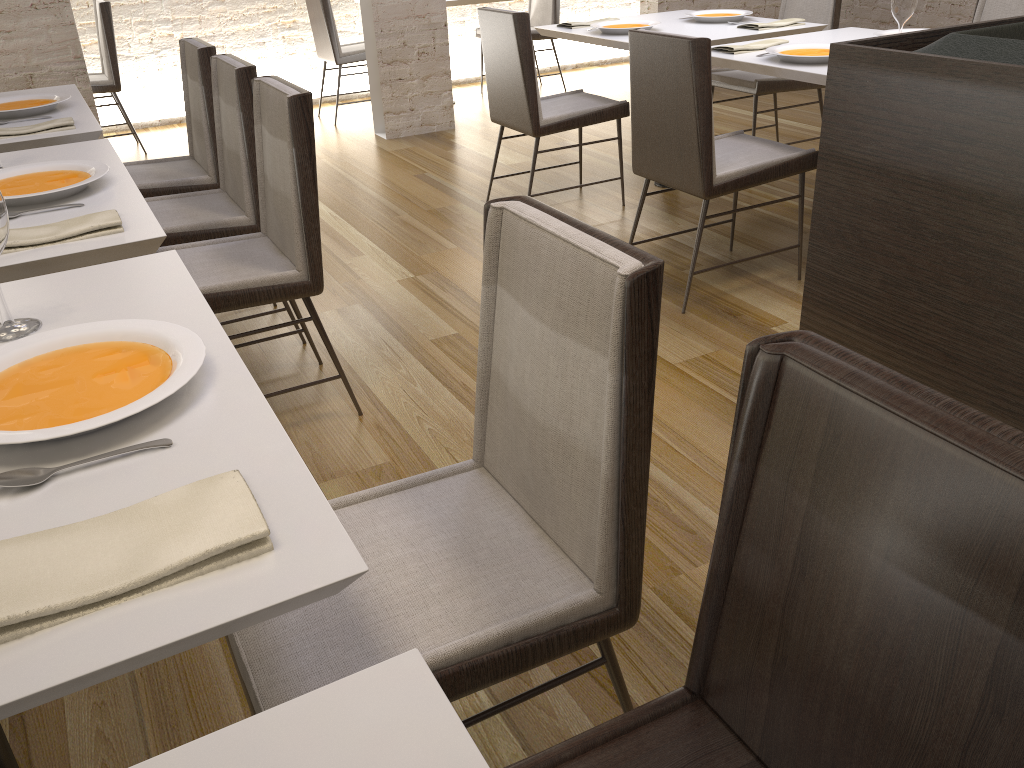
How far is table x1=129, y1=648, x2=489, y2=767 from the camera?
0.6m

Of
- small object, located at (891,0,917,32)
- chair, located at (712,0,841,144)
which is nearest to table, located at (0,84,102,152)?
small object, located at (891,0,917,32)

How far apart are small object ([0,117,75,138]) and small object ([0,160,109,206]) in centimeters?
58cm

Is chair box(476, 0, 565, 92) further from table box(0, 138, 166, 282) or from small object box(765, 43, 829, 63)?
table box(0, 138, 166, 282)

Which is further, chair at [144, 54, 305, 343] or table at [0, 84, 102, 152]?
chair at [144, 54, 305, 343]

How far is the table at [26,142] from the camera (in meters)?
2.48

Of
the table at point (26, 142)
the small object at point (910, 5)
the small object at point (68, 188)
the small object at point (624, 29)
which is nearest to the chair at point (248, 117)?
the table at point (26, 142)

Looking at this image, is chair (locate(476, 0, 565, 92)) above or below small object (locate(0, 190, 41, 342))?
below

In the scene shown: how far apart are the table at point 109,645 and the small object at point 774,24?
3.1 meters

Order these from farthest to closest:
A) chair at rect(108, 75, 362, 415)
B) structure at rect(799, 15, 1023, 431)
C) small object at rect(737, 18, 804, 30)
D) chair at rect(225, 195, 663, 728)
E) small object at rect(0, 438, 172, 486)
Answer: small object at rect(737, 18, 804, 30), chair at rect(108, 75, 362, 415), structure at rect(799, 15, 1023, 431), chair at rect(225, 195, 663, 728), small object at rect(0, 438, 172, 486)
